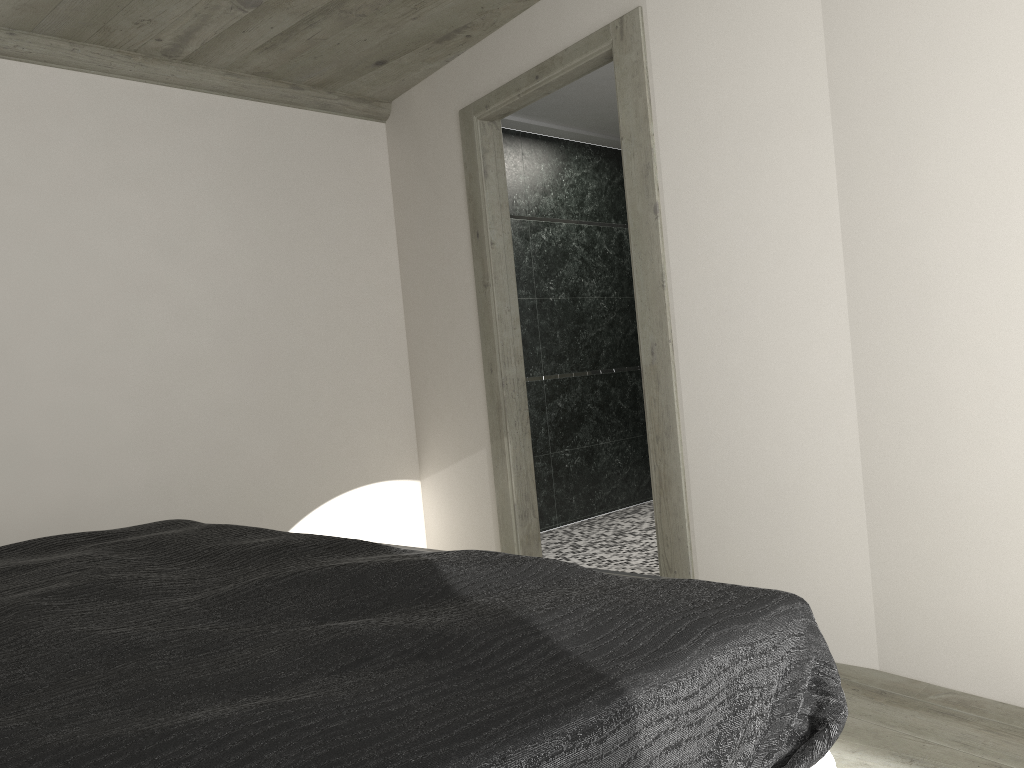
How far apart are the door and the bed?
1.7 meters

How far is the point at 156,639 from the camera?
1.36m

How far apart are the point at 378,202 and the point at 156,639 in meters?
4.3 m

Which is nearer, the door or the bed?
the bed

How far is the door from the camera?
3.4m

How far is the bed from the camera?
0.9 meters

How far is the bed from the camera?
0.9m

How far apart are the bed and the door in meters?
1.7
